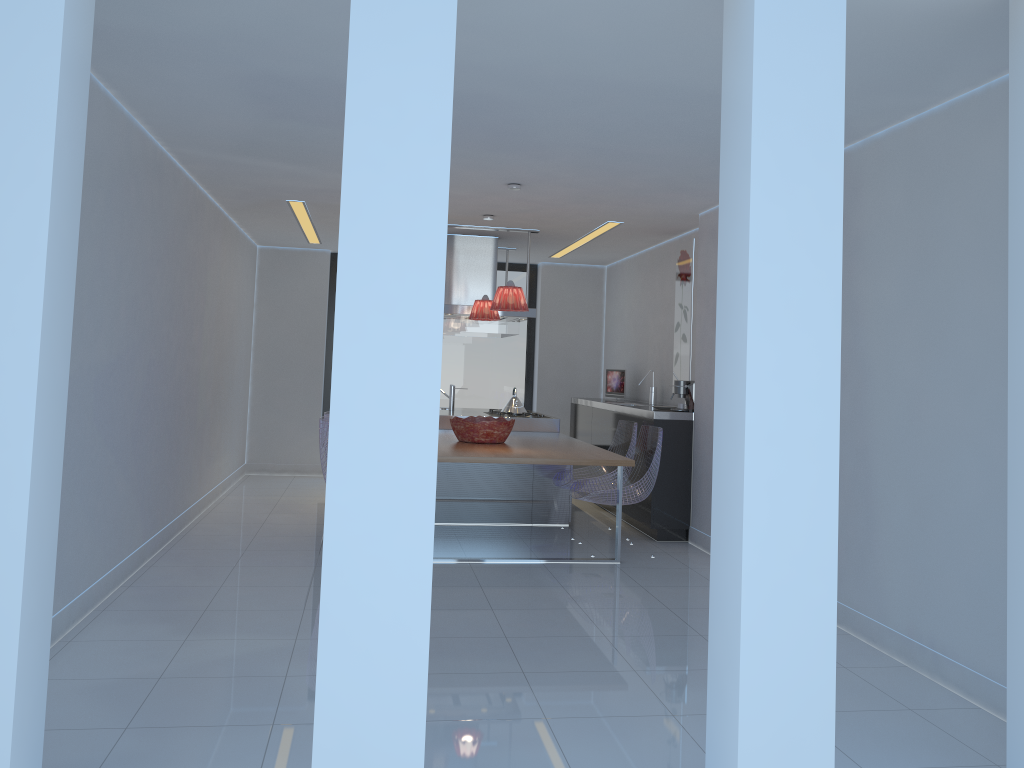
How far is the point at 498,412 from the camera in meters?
8.0 m

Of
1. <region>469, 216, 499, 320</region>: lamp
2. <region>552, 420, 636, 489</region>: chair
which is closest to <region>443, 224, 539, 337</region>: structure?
<region>469, 216, 499, 320</region>: lamp

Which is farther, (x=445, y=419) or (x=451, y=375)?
(x=451, y=375)

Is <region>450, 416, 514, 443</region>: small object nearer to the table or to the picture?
the table

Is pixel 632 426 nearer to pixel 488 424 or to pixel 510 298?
pixel 488 424

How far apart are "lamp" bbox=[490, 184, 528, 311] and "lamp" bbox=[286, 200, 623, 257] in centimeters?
181cm

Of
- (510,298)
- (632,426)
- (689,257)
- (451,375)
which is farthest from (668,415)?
(451,375)

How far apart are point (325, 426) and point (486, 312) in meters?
1.8 m

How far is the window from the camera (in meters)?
10.27

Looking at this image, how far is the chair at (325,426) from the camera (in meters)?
5.87
